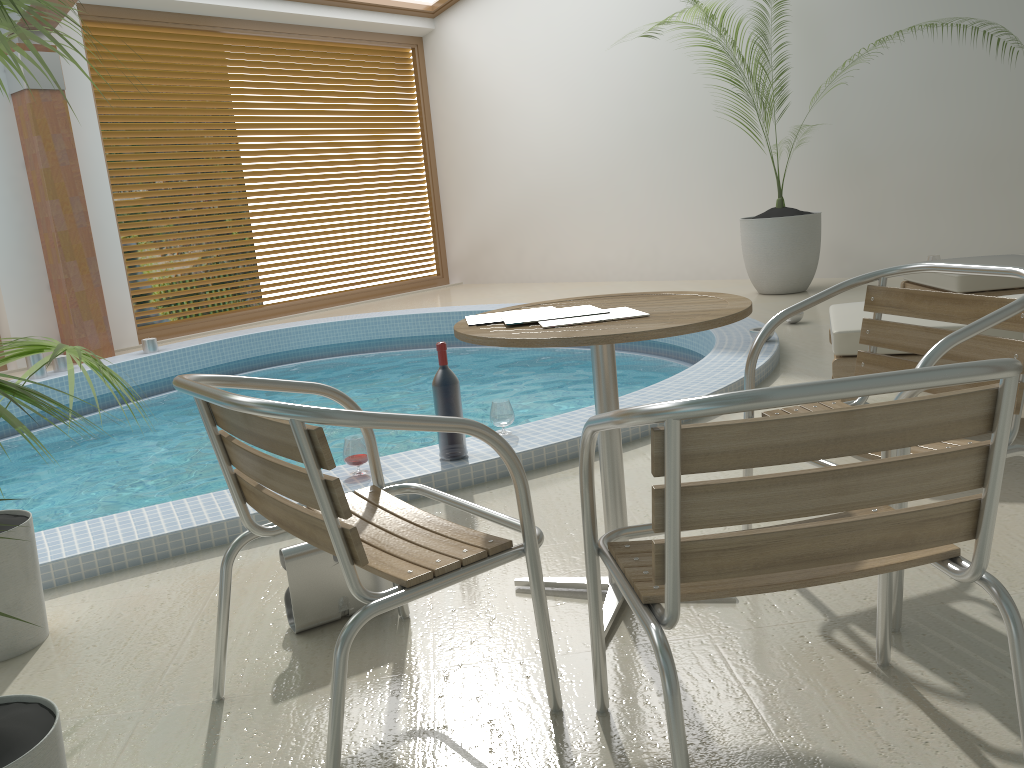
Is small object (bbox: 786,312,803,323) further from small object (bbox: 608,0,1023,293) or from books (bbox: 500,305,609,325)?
books (bbox: 500,305,609,325)

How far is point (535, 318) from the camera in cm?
204

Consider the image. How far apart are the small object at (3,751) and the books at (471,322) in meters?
0.9 m

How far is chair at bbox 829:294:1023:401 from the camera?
3.2m

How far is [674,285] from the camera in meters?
8.8

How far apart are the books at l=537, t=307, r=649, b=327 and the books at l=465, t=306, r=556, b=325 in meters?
0.2

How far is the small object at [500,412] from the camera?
3.52m

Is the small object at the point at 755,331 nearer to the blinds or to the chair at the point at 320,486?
the chair at the point at 320,486

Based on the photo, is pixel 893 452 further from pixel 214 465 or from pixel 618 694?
pixel 214 465

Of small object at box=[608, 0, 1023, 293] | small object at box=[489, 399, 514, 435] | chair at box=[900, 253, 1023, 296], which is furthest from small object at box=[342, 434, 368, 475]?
small object at box=[608, 0, 1023, 293]
